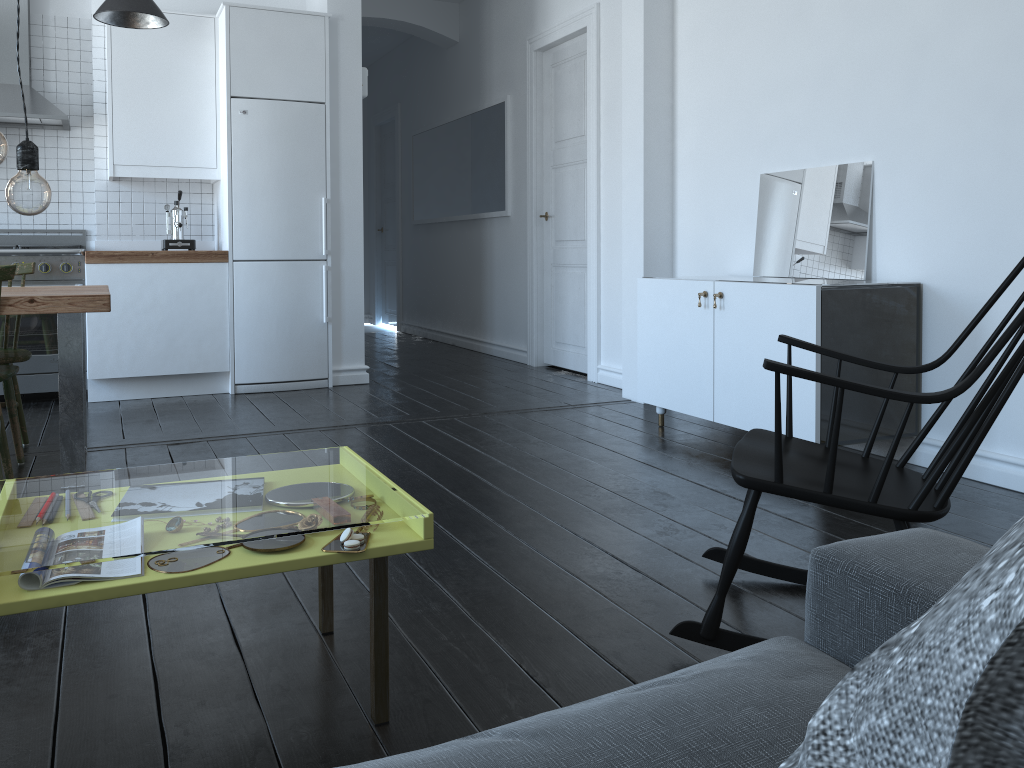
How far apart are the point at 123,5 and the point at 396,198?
5.0 meters

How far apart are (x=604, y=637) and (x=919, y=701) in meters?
1.6 m

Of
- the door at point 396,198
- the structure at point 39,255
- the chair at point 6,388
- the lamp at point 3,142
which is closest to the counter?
the structure at point 39,255

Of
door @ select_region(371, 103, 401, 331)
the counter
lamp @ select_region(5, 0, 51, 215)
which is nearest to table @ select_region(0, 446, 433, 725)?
lamp @ select_region(5, 0, 51, 215)

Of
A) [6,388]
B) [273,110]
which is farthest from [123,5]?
[6,388]

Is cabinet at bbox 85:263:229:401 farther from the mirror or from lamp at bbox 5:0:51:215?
lamp at bbox 5:0:51:215

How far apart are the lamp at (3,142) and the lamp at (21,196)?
0.03m

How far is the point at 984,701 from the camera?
0.33m

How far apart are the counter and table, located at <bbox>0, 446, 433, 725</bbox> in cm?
132

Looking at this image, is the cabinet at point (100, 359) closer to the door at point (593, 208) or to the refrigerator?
the refrigerator
